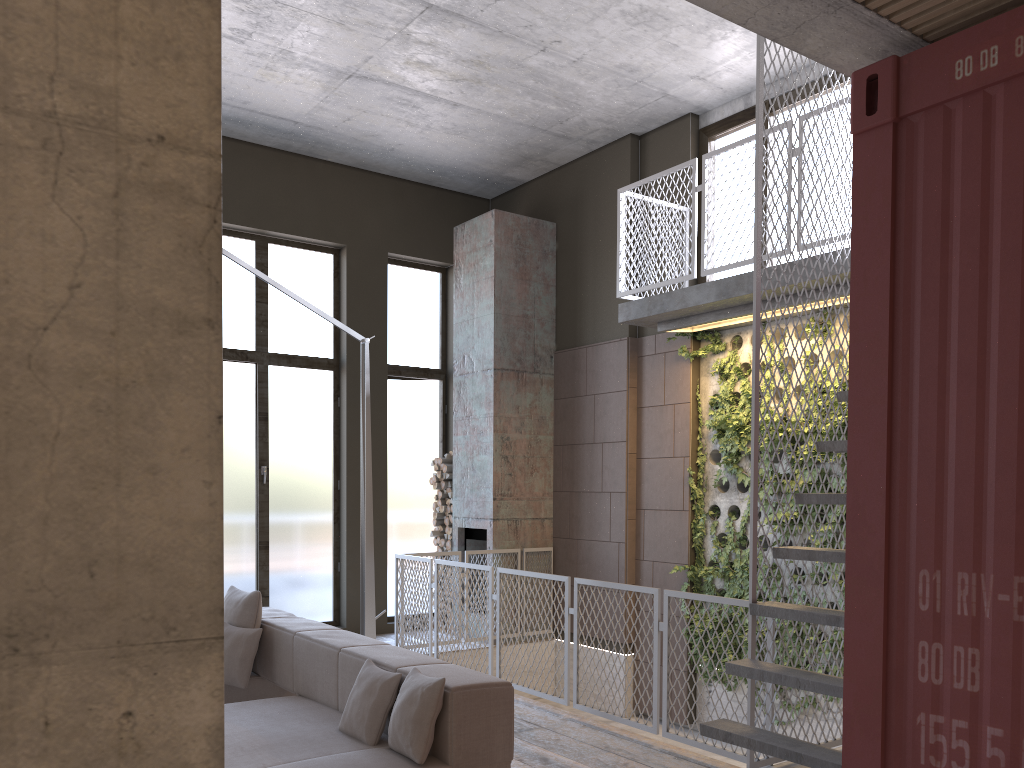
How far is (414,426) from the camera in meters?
10.3

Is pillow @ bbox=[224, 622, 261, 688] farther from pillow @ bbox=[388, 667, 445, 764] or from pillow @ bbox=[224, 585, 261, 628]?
pillow @ bbox=[388, 667, 445, 764]

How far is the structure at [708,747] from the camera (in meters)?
5.03

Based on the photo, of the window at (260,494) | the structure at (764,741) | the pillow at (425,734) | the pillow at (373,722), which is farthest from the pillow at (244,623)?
the window at (260,494)

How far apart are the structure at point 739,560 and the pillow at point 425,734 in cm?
431

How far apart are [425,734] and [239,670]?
2.0m

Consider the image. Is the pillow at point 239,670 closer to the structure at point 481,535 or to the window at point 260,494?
the window at point 260,494

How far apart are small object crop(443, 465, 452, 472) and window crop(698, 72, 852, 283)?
3.5 meters

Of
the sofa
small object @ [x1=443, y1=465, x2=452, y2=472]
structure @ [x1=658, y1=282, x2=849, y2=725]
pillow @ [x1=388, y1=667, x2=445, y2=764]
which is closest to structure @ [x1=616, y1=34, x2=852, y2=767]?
structure @ [x1=658, y1=282, x2=849, y2=725]

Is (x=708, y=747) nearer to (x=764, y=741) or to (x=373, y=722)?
(x=764, y=741)
